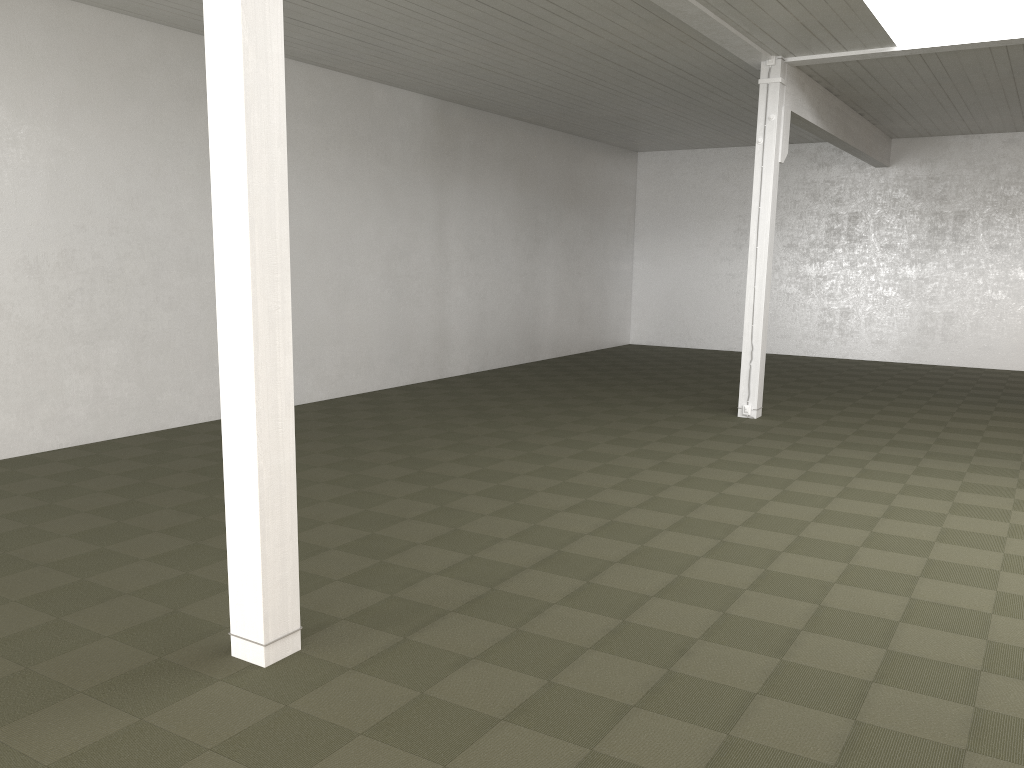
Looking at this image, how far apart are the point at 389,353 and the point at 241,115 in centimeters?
993cm

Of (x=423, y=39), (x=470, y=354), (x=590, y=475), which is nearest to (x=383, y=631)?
(x=590, y=475)

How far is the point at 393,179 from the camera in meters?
13.6 m
